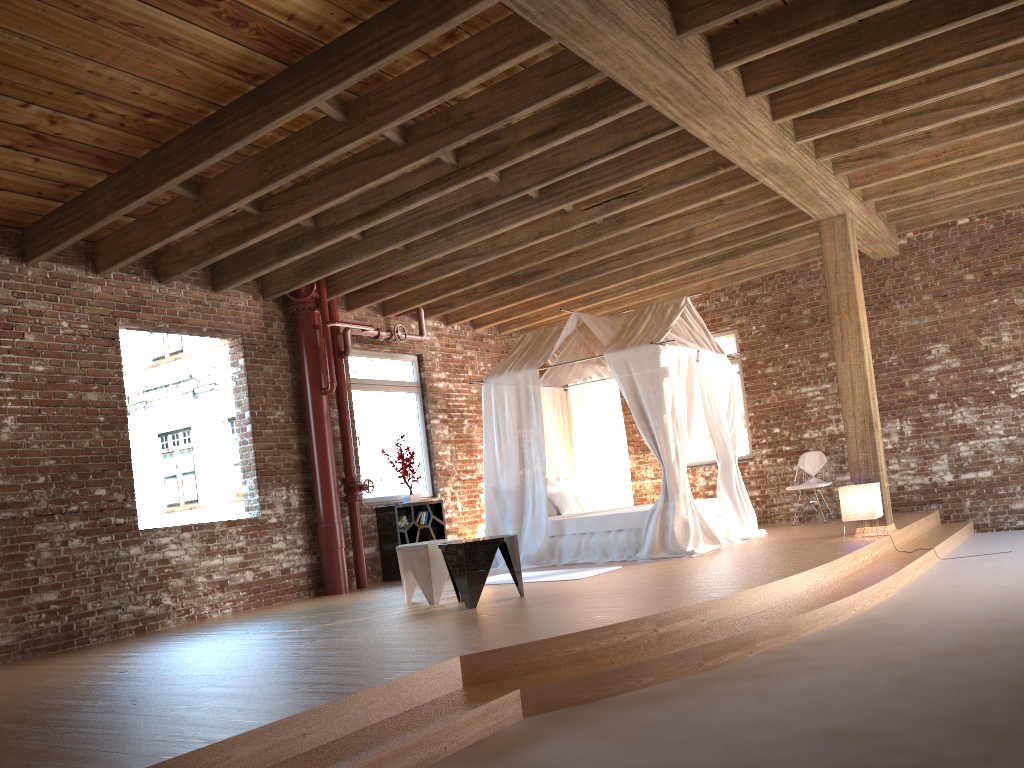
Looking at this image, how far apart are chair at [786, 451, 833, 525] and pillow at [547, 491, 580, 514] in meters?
2.8 m

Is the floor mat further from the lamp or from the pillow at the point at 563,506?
the lamp

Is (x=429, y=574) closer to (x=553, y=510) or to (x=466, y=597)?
(x=466, y=597)

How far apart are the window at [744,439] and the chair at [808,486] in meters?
0.8 m

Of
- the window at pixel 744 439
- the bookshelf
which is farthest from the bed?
the window at pixel 744 439

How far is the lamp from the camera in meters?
8.0

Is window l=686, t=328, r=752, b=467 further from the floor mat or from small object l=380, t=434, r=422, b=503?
the floor mat

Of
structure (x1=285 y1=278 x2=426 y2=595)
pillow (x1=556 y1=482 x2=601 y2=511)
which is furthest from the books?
pillow (x1=556 y1=482 x2=601 y2=511)

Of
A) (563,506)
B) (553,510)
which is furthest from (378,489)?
(563,506)

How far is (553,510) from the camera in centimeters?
1003cm
